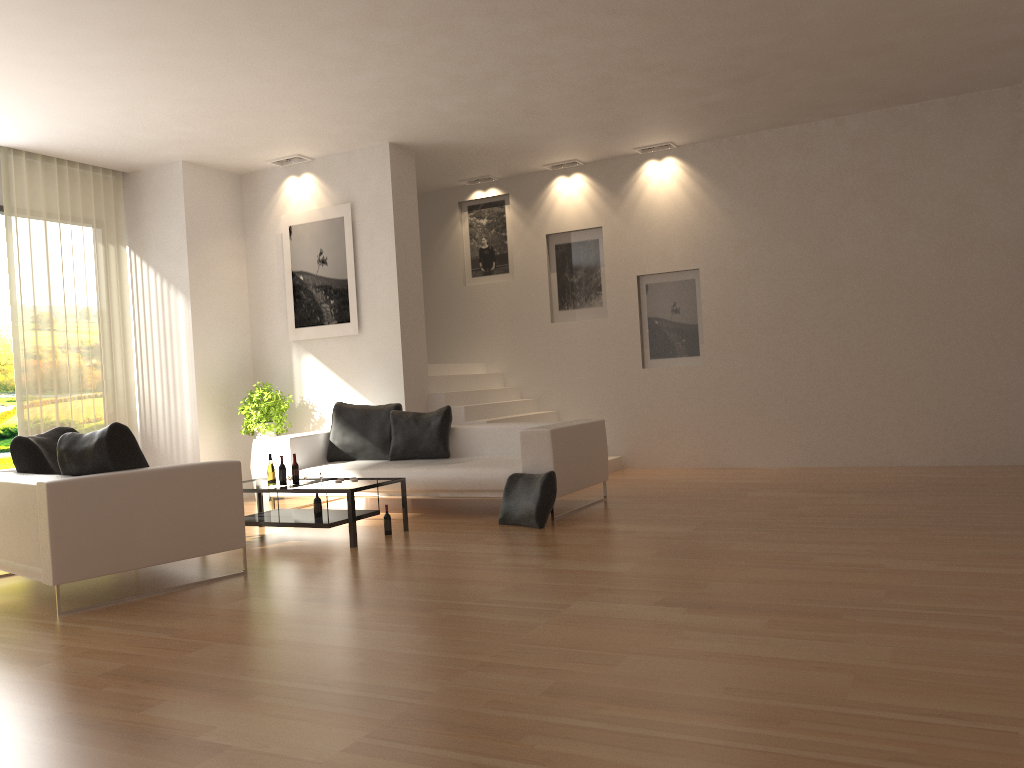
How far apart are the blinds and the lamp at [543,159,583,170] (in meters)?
5.05

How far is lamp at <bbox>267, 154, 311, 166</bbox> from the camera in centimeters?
991cm

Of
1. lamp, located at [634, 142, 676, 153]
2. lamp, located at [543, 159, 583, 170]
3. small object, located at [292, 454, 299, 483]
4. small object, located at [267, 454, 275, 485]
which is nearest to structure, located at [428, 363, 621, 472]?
lamp, located at [543, 159, 583, 170]

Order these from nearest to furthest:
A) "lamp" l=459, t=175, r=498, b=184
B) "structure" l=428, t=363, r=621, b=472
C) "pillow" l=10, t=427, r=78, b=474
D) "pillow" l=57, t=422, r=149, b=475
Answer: "pillow" l=57, t=422, r=149, b=475
"pillow" l=10, t=427, r=78, b=474
"structure" l=428, t=363, r=621, b=472
"lamp" l=459, t=175, r=498, b=184

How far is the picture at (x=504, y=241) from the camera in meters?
11.5 m

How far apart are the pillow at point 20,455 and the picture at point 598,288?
Result: 6.2 meters

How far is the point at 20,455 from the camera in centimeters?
596cm

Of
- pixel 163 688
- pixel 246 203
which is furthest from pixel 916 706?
pixel 246 203

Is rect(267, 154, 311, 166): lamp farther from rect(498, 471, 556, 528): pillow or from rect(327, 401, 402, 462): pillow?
rect(498, 471, 556, 528): pillow

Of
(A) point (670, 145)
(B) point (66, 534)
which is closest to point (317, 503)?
(B) point (66, 534)
